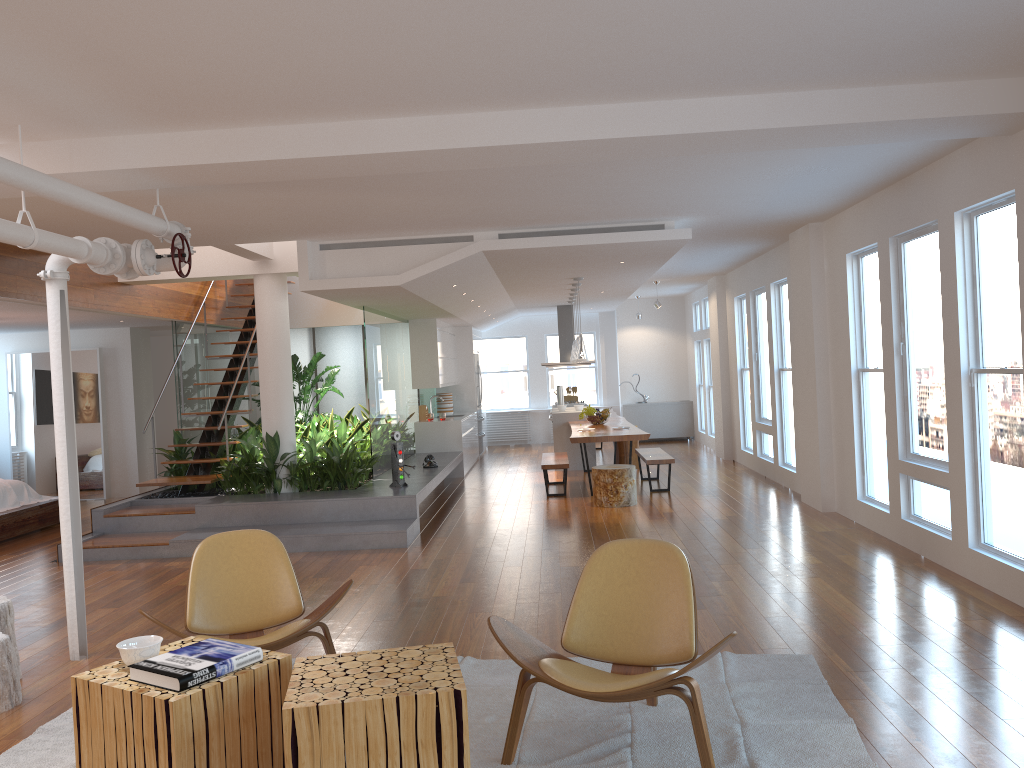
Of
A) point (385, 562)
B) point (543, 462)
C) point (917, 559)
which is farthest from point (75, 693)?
point (543, 462)

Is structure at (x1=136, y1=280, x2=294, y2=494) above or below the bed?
above

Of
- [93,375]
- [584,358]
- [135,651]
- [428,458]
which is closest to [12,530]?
[93,375]

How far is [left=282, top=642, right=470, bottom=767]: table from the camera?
2.63m

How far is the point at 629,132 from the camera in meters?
4.5

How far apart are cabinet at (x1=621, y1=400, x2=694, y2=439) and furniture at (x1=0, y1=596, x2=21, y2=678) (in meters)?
12.78

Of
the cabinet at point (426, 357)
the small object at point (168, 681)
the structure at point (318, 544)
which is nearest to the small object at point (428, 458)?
the structure at point (318, 544)

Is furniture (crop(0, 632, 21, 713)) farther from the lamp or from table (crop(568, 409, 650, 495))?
the lamp

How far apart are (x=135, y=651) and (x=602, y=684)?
1.6 meters

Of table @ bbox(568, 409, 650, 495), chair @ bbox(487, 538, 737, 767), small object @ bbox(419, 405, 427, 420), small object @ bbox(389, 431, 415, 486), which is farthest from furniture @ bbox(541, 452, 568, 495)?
chair @ bbox(487, 538, 737, 767)
